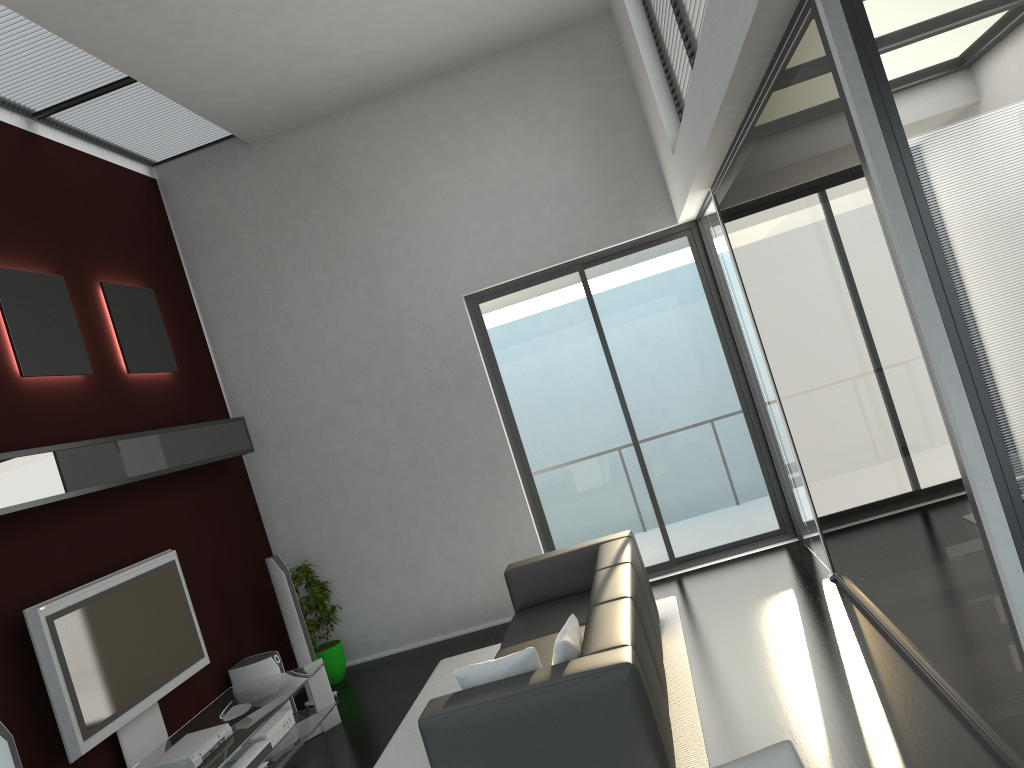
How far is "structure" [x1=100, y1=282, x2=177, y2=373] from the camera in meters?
6.3 m

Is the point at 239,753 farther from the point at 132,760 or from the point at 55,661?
the point at 55,661

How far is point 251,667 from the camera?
6.3 meters

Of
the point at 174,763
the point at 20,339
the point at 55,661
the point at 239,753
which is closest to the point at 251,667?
the point at 239,753

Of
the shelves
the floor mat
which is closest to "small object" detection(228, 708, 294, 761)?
the floor mat

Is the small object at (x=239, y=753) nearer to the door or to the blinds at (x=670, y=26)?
the door

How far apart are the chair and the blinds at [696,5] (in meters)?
3.40

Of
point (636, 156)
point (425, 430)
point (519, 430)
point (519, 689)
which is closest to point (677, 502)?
point (519, 430)

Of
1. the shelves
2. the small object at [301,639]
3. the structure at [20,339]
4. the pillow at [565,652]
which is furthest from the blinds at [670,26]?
the small object at [301,639]

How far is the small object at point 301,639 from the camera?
6.67m
